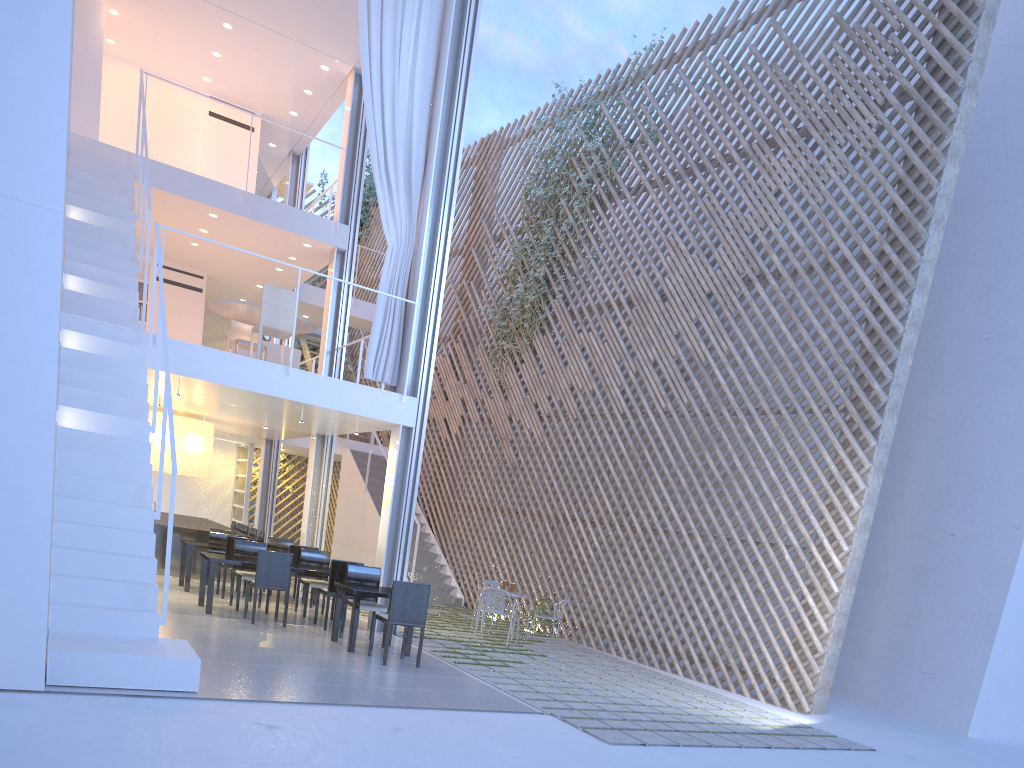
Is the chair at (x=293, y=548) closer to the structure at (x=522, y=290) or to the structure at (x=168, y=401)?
the structure at (x=168, y=401)

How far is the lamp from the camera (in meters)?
6.35

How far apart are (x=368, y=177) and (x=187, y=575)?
6.40m

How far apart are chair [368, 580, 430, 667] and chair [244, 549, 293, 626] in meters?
0.8

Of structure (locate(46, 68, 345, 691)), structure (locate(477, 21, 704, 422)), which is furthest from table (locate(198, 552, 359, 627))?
structure (locate(477, 21, 704, 422))

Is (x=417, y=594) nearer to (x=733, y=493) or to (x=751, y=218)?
(x=733, y=493)

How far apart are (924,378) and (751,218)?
1.52m

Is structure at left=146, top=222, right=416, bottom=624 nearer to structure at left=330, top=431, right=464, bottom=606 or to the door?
structure at left=330, top=431, right=464, bottom=606

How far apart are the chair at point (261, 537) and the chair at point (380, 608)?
2.5m

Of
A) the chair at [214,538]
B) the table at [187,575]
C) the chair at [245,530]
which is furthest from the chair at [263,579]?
the chair at [245,530]
